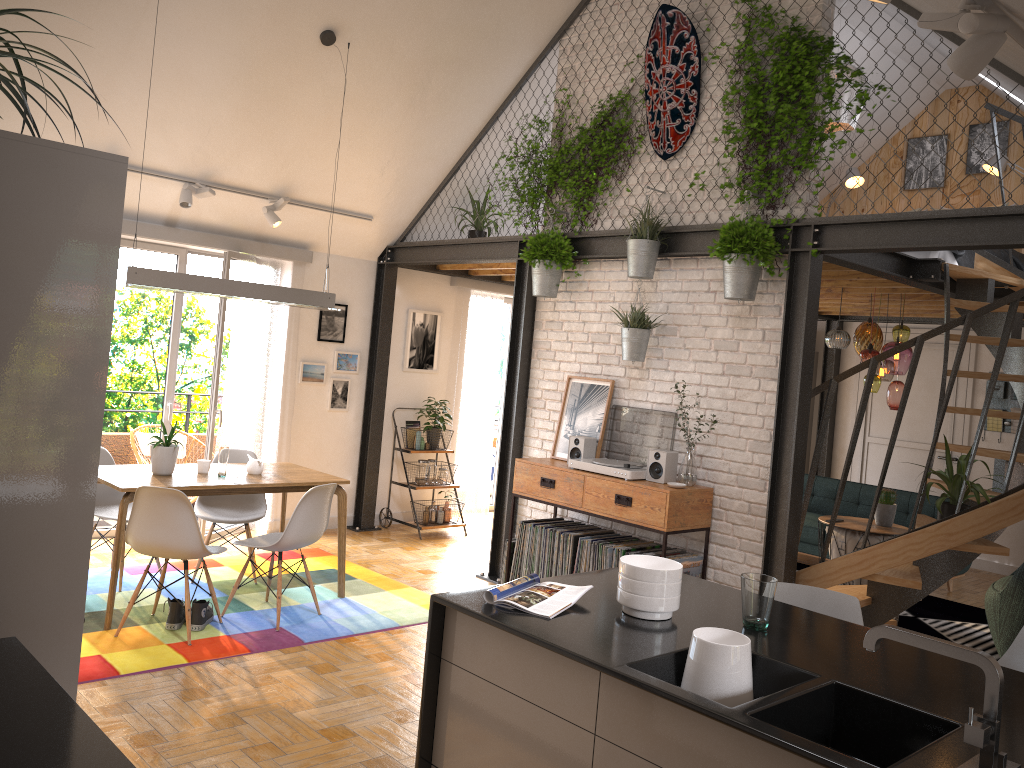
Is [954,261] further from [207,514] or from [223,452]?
[207,514]

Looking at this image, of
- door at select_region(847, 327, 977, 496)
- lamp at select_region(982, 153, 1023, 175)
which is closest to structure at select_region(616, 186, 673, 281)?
lamp at select_region(982, 153, 1023, 175)

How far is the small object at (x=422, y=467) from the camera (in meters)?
7.90

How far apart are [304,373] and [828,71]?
4.65m

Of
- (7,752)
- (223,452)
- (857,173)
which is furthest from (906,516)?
(7,752)

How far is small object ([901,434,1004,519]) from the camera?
4.62m

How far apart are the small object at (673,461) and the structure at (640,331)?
0.4m

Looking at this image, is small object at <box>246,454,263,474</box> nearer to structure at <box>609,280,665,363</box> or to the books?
structure at <box>609,280,665,363</box>

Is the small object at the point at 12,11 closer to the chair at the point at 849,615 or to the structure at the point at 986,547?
the chair at the point at 849,615

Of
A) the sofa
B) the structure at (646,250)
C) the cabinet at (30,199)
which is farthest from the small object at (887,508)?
the cabinet at (30,199)
